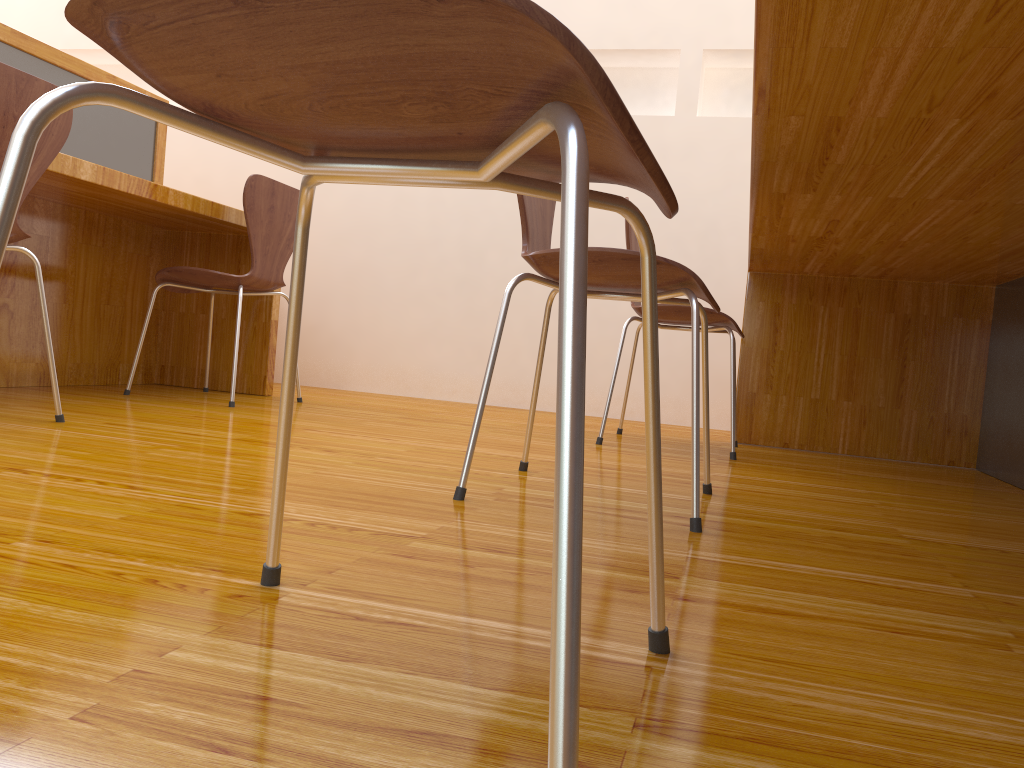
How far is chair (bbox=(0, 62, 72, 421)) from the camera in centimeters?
167cm

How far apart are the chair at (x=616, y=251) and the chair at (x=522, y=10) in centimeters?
56cm

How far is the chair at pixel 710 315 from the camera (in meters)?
2.40

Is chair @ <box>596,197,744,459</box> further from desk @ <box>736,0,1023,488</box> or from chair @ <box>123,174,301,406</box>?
chair @ <box>123,174,301,406</box>

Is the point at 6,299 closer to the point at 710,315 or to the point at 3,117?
the point at 3,117

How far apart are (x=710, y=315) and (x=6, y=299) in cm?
199

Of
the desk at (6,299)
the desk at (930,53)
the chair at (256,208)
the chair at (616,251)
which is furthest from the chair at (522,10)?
the chair at (256,208)

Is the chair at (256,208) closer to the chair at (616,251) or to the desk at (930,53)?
the chair at (616,251)

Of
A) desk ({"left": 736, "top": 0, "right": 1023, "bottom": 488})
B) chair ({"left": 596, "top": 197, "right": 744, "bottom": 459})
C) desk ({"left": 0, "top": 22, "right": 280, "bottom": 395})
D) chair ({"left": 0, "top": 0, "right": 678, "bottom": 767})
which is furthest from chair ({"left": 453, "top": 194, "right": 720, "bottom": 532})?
desk ({"left": 0, "top": 22, "right": 280, "bottom": 395})

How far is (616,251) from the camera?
1.3m
